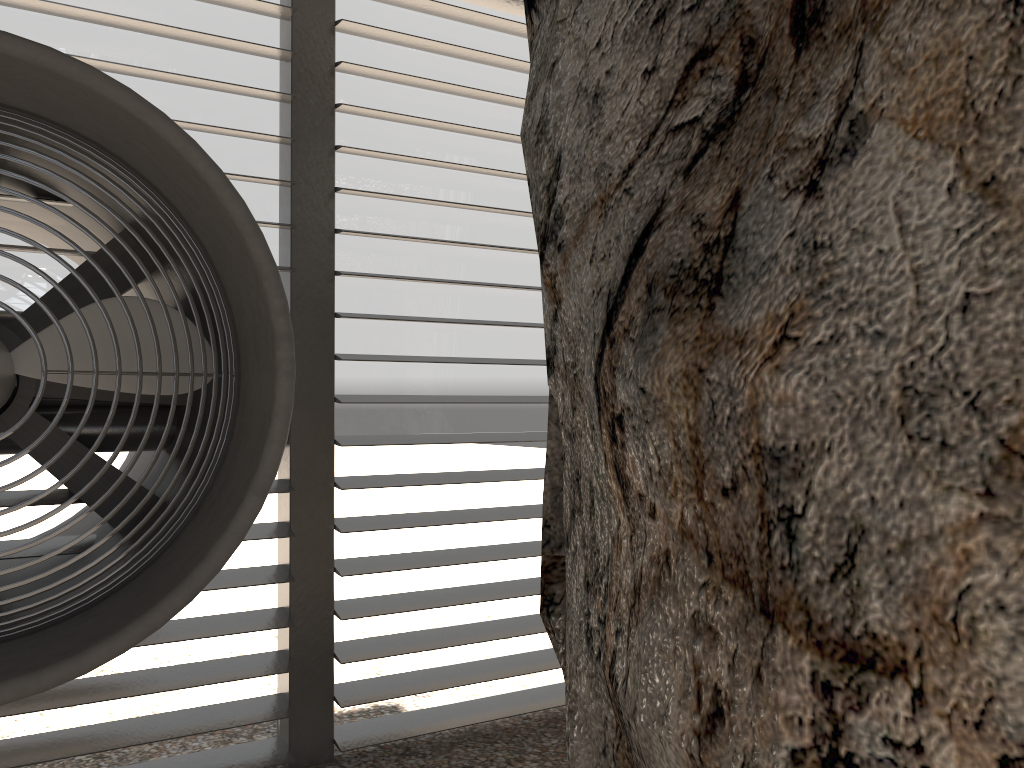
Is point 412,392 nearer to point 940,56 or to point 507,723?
point 507,723

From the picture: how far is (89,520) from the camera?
3.5 meters
